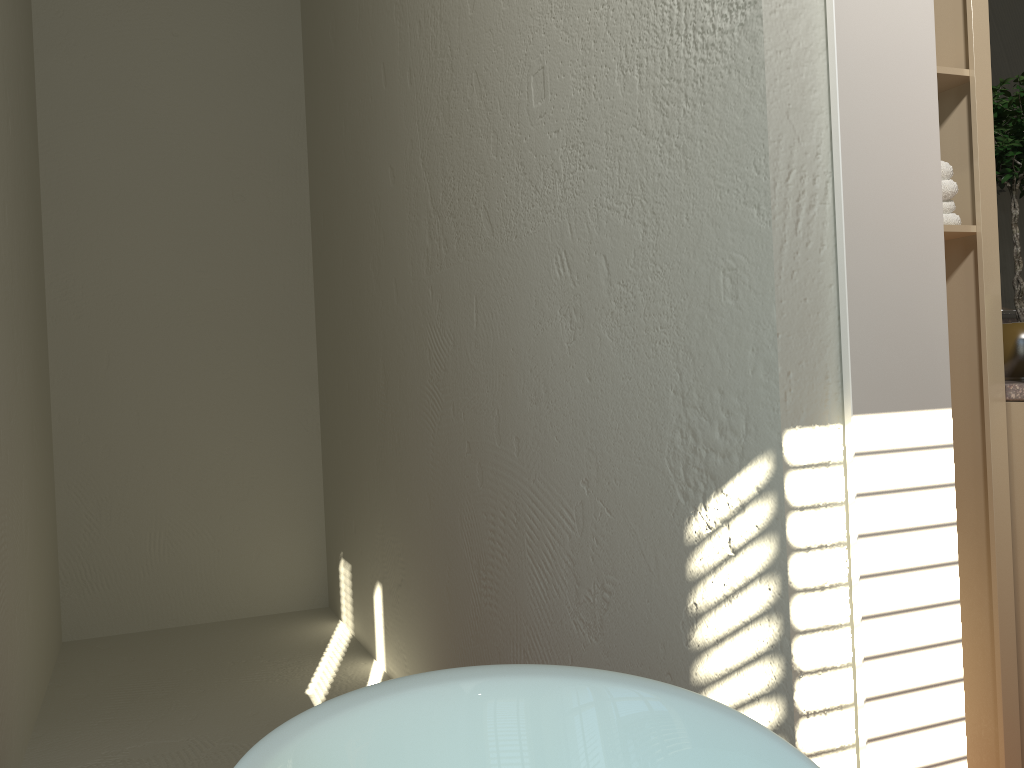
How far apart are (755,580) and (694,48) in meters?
0.7 m

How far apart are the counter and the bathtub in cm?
96

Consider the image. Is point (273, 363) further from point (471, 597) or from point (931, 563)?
point (931, 563)

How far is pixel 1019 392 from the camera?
1.50m

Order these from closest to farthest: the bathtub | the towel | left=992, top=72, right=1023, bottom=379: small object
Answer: the bathtub → the towel → left=992, top=72, right=1023, bottom=379: small object

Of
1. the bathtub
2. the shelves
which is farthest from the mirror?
the bathtub

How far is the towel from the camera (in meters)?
1.50

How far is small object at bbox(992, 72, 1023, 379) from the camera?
1.6 meters

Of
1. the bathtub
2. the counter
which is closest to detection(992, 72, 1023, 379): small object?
the counter

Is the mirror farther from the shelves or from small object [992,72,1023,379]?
the shelves
